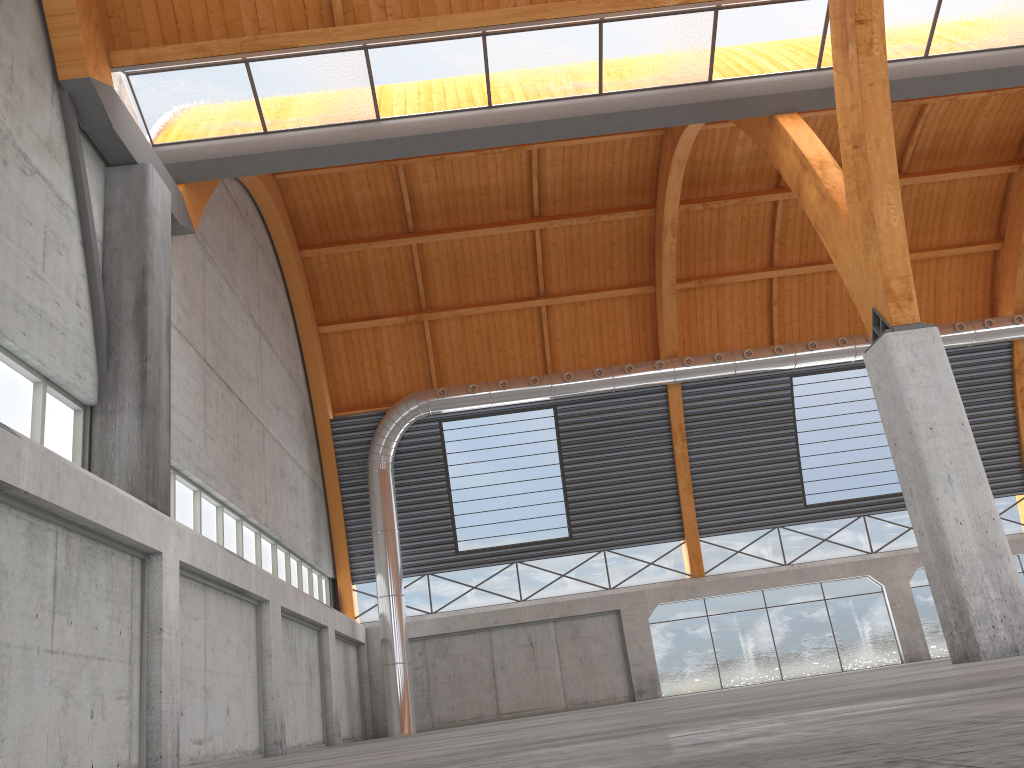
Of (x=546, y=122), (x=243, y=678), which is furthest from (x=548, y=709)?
(x=546, y=122)

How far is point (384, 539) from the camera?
39.01m

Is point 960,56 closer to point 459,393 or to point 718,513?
point 459,393
